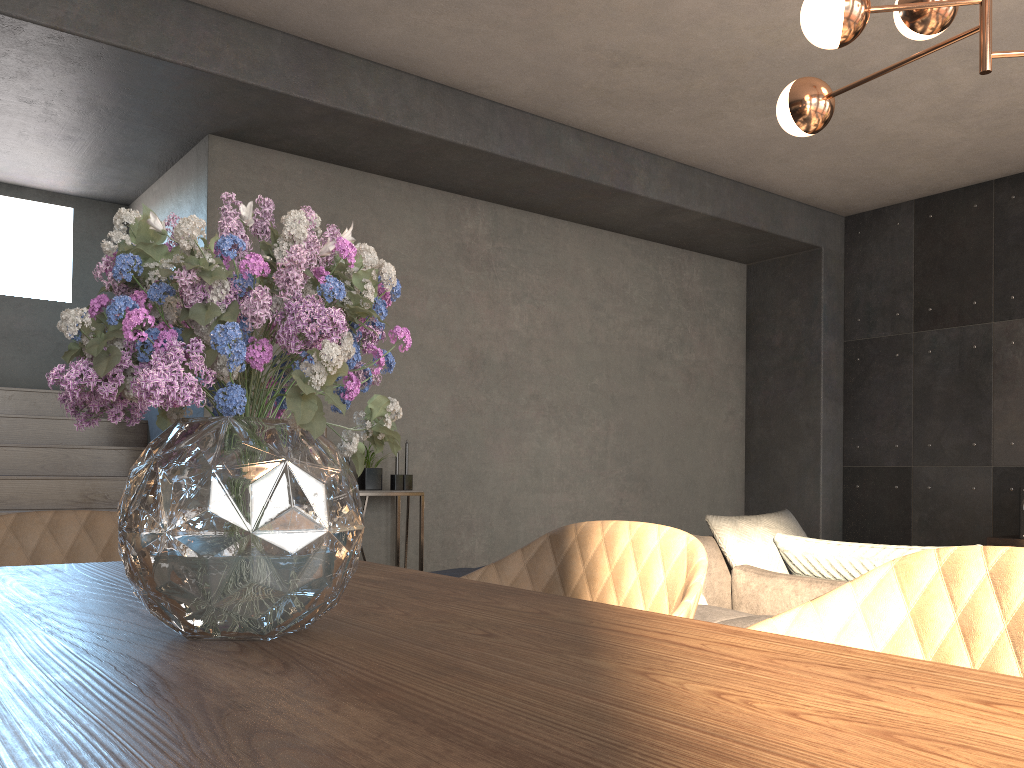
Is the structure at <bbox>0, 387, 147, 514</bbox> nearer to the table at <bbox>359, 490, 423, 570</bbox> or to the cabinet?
the table at <bbox>359, 490, 423, 570</bbox>

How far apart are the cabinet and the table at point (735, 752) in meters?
5.4

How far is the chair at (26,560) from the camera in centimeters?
168cm

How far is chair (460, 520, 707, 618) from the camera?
1.4m

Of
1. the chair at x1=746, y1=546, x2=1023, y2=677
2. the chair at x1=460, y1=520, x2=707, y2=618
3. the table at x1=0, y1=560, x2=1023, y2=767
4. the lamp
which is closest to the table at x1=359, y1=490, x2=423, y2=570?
the lamp

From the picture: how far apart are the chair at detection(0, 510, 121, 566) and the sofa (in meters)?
1.27

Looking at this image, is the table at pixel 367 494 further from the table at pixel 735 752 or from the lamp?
the table at pixel 735 752

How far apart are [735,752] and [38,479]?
5.1m

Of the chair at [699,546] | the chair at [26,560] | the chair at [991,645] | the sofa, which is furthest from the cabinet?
the chair at [26,560]

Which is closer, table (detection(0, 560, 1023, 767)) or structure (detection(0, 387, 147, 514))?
table (detection(0, 560, 1023, 767))
